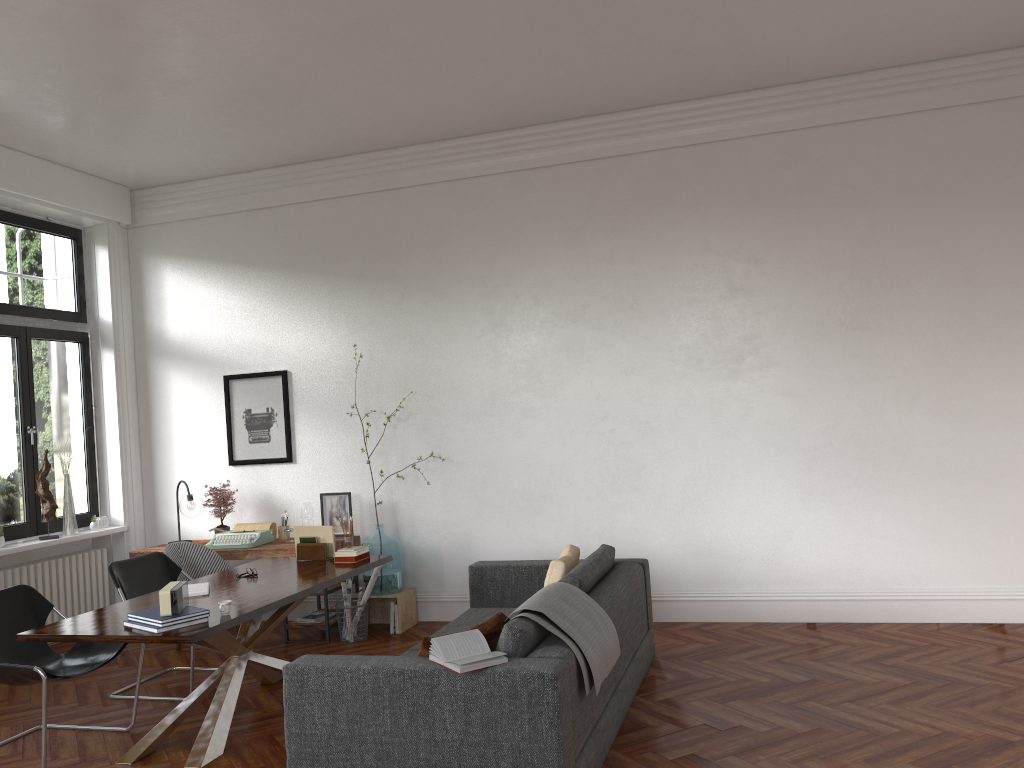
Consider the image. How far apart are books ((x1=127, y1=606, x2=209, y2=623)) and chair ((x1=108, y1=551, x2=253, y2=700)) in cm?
133

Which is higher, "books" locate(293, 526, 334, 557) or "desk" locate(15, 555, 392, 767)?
"books" locate(293, 526, 334, 557)

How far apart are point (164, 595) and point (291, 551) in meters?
2.7

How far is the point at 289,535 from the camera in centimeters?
730cm

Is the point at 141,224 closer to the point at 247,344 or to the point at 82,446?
the point at 247,344

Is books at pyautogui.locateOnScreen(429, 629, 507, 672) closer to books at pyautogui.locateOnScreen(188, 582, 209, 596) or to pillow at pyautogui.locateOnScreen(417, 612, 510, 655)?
pillow at pyautogui.locateOnScreen(417, 612, 510, 655)

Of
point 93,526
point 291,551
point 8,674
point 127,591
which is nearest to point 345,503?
point 291,551

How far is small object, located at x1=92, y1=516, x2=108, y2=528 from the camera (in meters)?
7.89

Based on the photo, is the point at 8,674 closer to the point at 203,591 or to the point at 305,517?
the point at 203,591

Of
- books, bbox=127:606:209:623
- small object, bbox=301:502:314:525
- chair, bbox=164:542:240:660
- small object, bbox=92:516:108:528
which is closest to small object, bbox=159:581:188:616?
books, bbox=127:606:209:623
